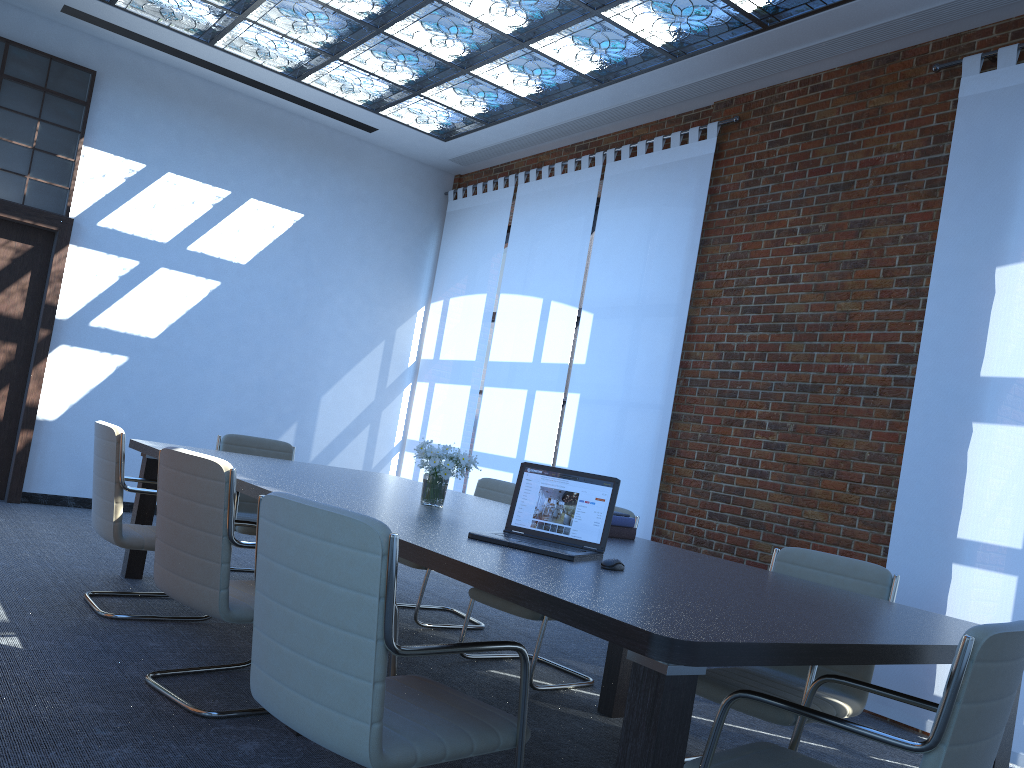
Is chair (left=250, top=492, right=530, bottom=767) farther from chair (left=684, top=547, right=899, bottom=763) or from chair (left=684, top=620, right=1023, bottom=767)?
chair (left=684, top=547, right=899, bottom=763)

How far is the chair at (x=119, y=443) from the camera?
4.2m

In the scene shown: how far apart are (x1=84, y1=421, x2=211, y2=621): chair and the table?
0.4 meters

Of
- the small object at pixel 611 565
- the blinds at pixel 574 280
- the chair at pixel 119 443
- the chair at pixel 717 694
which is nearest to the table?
the small object at pixel 611 565

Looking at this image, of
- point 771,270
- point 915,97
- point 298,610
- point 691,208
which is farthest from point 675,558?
point 691,208

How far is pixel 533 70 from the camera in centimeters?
685cm

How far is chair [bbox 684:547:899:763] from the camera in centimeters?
321cm

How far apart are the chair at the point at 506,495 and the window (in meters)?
4.42

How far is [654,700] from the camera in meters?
1.8

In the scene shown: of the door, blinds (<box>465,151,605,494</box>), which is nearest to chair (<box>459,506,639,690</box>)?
blinds (<box>465,151,605,494</box>)
